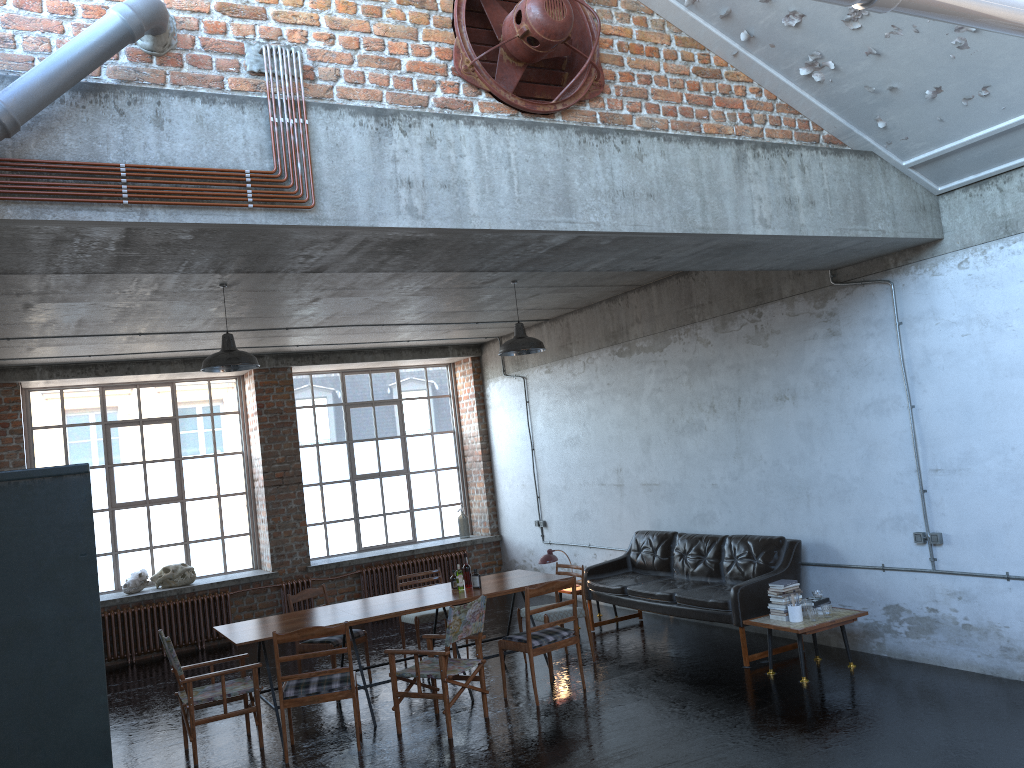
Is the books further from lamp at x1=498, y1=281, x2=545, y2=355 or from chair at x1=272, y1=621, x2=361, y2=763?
chair at x1=272, y1=621, x2=361, y2=763

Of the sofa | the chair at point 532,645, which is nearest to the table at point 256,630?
the chair at point 532,645

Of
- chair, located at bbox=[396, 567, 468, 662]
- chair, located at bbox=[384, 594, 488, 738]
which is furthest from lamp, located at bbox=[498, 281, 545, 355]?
chair, located at bbox=[396, 567, 468, 662]

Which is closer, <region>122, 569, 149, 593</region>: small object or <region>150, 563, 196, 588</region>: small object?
<region>122, 569, 149, 593</region>: small object

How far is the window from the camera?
12.23m

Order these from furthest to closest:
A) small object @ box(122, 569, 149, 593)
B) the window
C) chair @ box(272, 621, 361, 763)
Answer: the window < small object @ box(122, 569, 149, 593) < chair @ box(272, 621, 361, 763)

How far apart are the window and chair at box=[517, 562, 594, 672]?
5.5 meters

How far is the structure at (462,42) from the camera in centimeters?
518cm

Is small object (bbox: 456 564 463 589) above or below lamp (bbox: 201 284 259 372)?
below

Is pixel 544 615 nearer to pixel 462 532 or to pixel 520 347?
pixel 520 347
